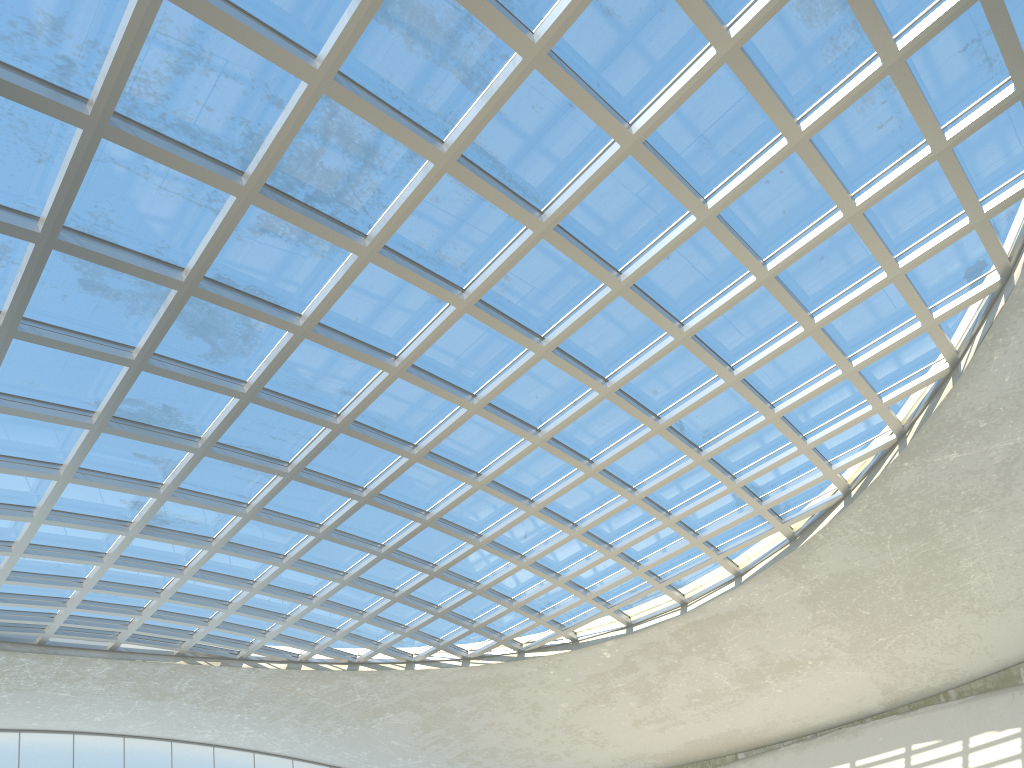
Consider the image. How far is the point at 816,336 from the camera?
49.80m
